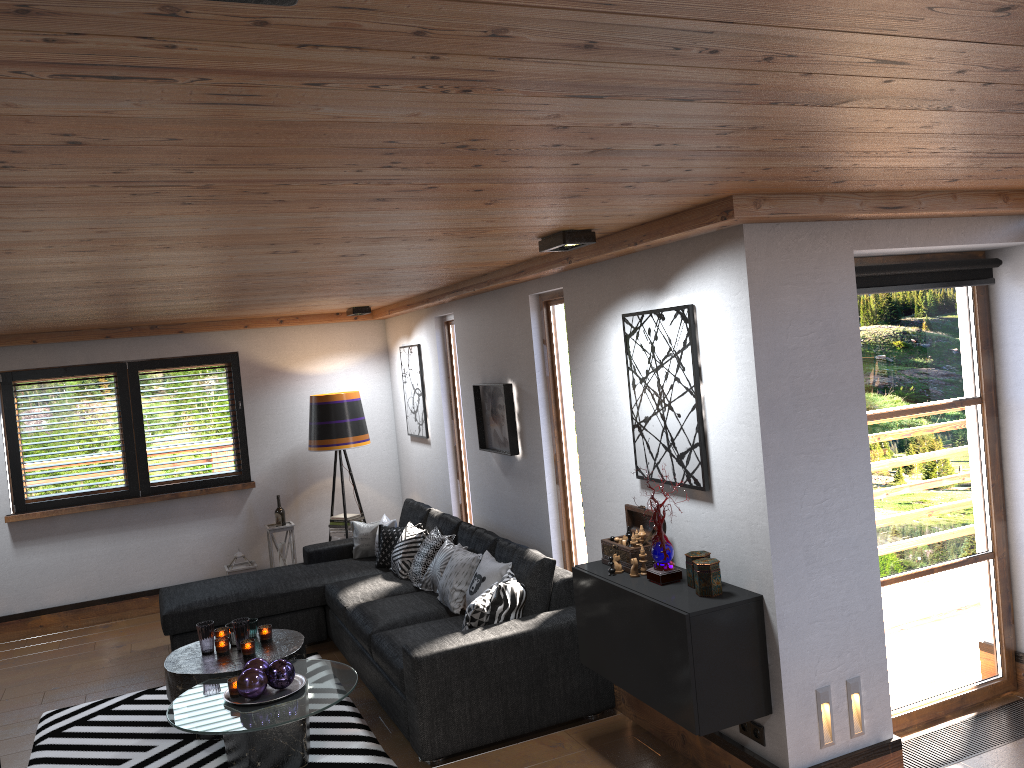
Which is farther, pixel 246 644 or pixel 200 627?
pixel 200 627

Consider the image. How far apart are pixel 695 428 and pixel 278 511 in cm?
487

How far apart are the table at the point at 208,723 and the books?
2.3m

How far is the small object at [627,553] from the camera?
3.94m

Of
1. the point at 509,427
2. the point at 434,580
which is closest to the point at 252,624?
the point at 434,580

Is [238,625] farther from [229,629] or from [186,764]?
[186,764]

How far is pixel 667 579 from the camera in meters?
3.7 m

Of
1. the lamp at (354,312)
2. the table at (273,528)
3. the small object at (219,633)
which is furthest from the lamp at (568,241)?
the table at (273,528)

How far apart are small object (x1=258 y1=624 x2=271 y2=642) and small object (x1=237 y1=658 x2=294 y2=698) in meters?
0.7 m

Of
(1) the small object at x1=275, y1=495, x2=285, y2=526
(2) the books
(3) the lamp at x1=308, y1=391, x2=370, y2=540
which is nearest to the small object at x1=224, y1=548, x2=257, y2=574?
(1) the small object at x1=275, y1=495, x2=285, y2=526
